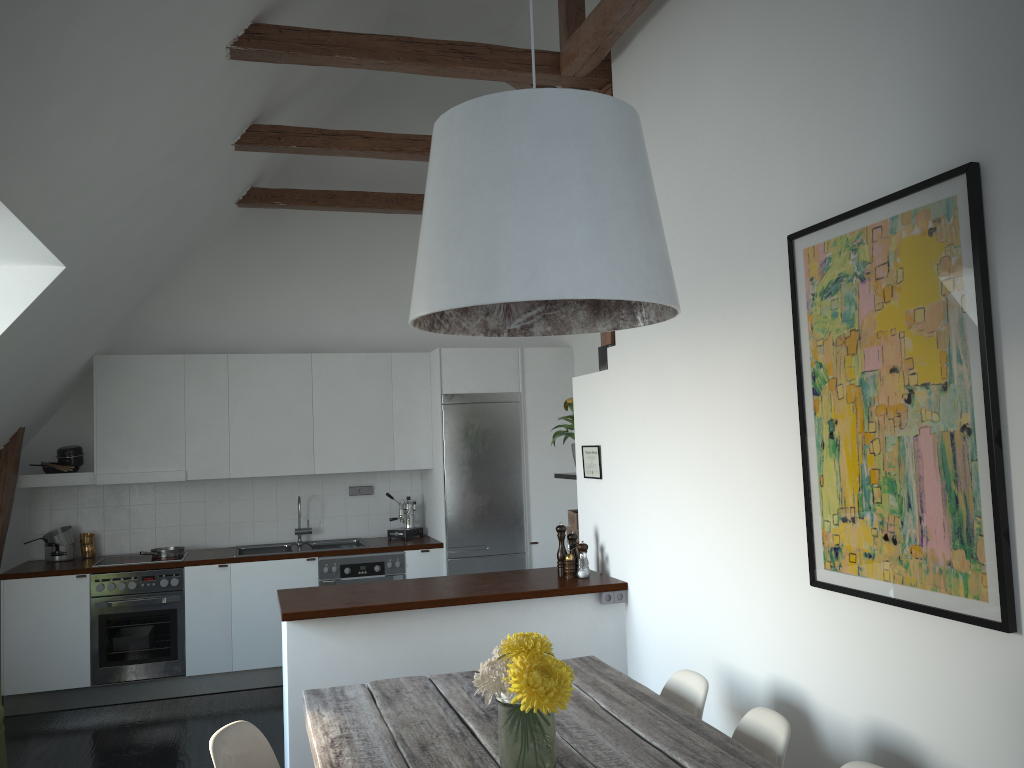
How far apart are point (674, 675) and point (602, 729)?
0.7m

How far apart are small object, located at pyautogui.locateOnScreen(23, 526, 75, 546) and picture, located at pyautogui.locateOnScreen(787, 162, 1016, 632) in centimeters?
539cm

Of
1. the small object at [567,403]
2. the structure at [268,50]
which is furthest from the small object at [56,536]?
the small object at [567,403]

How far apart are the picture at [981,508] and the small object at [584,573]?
1.8m

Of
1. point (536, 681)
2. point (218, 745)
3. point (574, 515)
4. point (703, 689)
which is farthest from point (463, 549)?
point (536, 681)

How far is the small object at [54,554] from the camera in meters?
6.3 m

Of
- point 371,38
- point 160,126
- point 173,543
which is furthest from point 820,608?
point 173,543

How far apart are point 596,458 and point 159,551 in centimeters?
341cm

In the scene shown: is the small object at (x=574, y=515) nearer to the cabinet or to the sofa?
the cabinet

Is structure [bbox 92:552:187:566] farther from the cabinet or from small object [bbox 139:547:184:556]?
the cabinet
